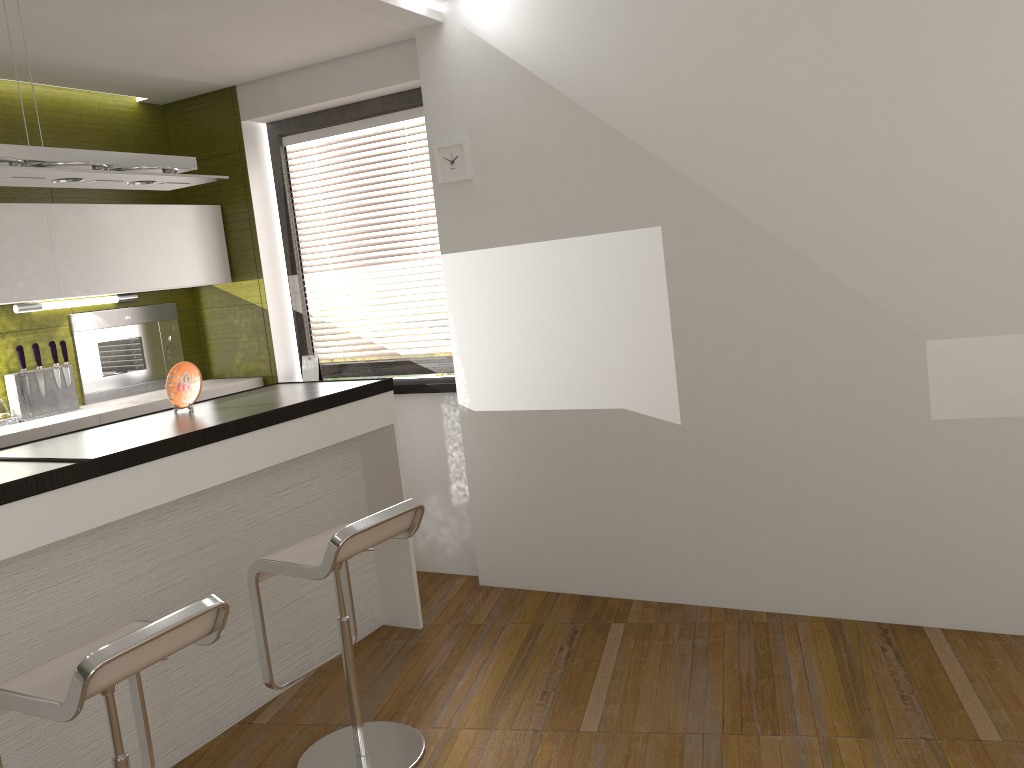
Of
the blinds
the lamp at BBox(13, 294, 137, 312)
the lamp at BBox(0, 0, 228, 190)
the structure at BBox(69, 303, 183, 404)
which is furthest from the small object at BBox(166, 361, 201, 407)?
the blinds

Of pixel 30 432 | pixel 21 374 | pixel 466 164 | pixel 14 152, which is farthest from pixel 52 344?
pixel 466 164

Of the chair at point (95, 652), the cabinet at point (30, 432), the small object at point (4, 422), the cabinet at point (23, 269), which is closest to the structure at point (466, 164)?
the cabinet at point (23, 269)

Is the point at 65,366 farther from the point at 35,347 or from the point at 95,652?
the point at 95,652

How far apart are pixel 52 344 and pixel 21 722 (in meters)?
2.18

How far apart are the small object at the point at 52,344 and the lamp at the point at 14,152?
1.4 meters

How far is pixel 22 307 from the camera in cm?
418

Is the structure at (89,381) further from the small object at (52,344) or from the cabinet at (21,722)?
the cabinet at (21,722)

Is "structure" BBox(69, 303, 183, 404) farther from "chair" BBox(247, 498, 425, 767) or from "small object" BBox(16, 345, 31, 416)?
"chair" BBox(247, 498, 425, 767)

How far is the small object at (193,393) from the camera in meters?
3.4 m
